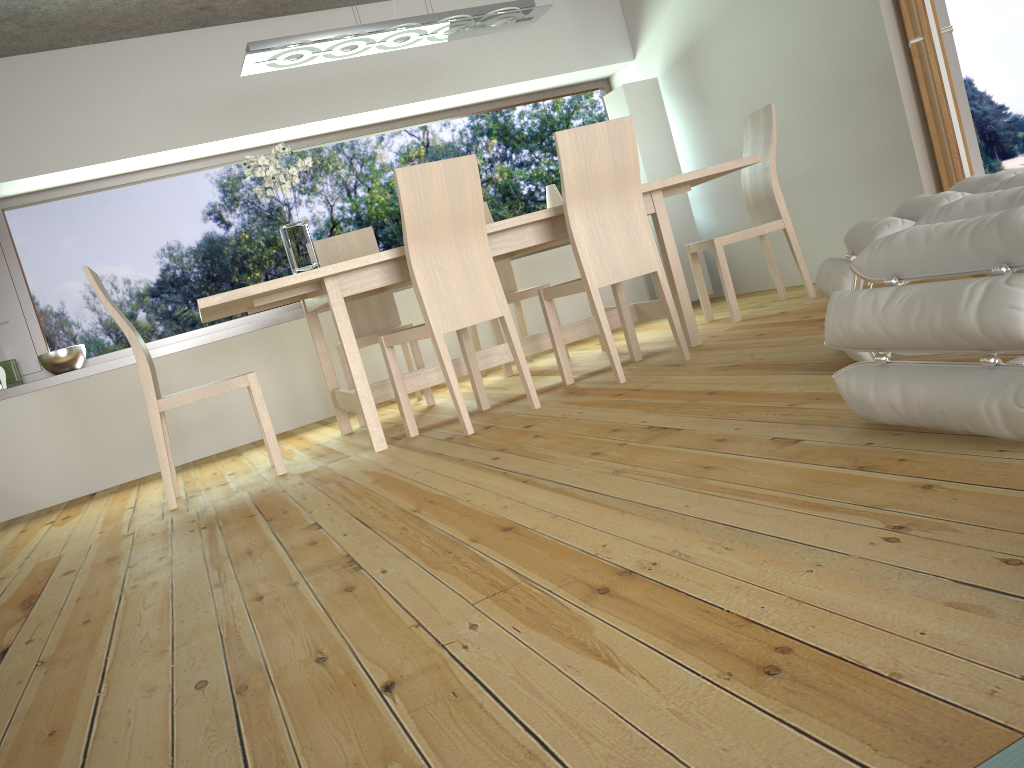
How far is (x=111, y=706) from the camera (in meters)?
1.53

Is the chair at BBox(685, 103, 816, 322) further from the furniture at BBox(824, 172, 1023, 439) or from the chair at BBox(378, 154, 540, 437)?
the furniture at BBox(824, 172, 1023, 439)

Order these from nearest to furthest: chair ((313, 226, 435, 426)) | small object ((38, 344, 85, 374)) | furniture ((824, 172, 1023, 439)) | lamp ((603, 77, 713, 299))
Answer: furniture ((824, 172, 1023, 439)) < chair ((313, 226, 435, 426)) < small object ((38, 344, 85, 374)) < lamp ((603, 77, 713, 299))

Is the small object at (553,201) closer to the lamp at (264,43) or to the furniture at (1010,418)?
the lamp at (264,43)

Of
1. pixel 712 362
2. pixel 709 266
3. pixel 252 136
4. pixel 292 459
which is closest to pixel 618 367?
pixel 712 362

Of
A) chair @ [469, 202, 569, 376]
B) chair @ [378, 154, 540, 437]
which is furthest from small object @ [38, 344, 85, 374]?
chair @ [378, 154, 540, 437]

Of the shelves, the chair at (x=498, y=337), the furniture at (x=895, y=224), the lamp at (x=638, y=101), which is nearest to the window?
the shelves

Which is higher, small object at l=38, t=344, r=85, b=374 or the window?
the window

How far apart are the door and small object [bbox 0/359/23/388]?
4.9 meters

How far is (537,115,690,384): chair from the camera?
3.46m
